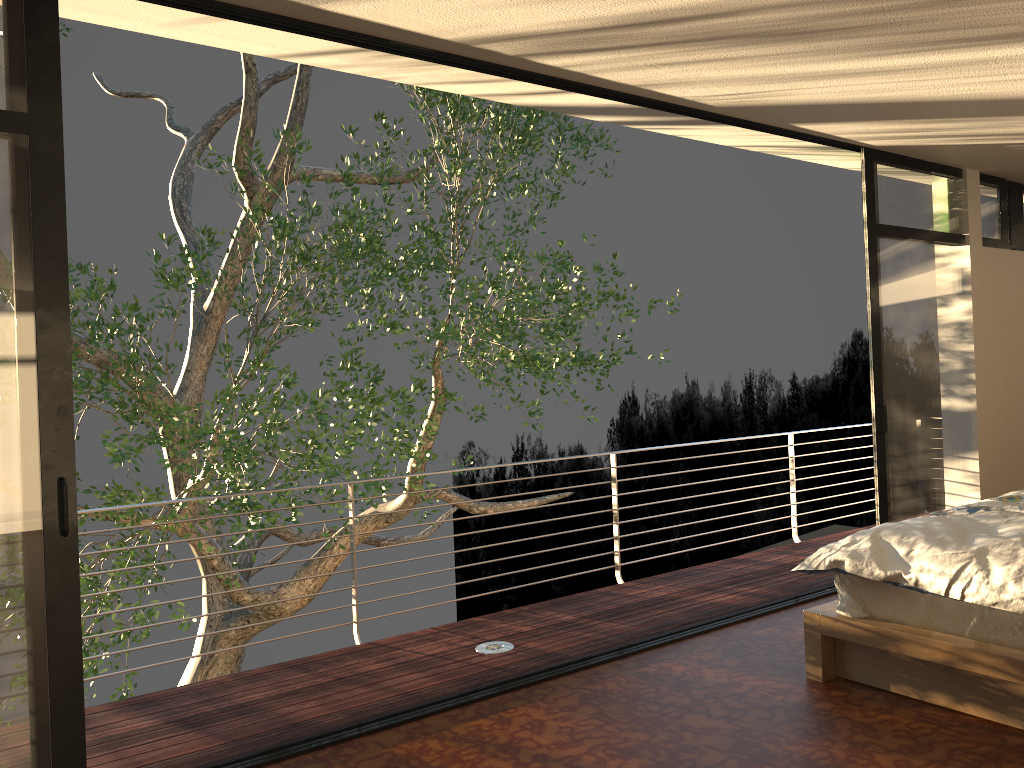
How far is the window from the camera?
2.6 meters

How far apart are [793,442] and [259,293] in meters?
4.8 m

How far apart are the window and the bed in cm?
98

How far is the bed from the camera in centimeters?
289cm

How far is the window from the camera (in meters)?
2.57

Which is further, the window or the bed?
the bed
